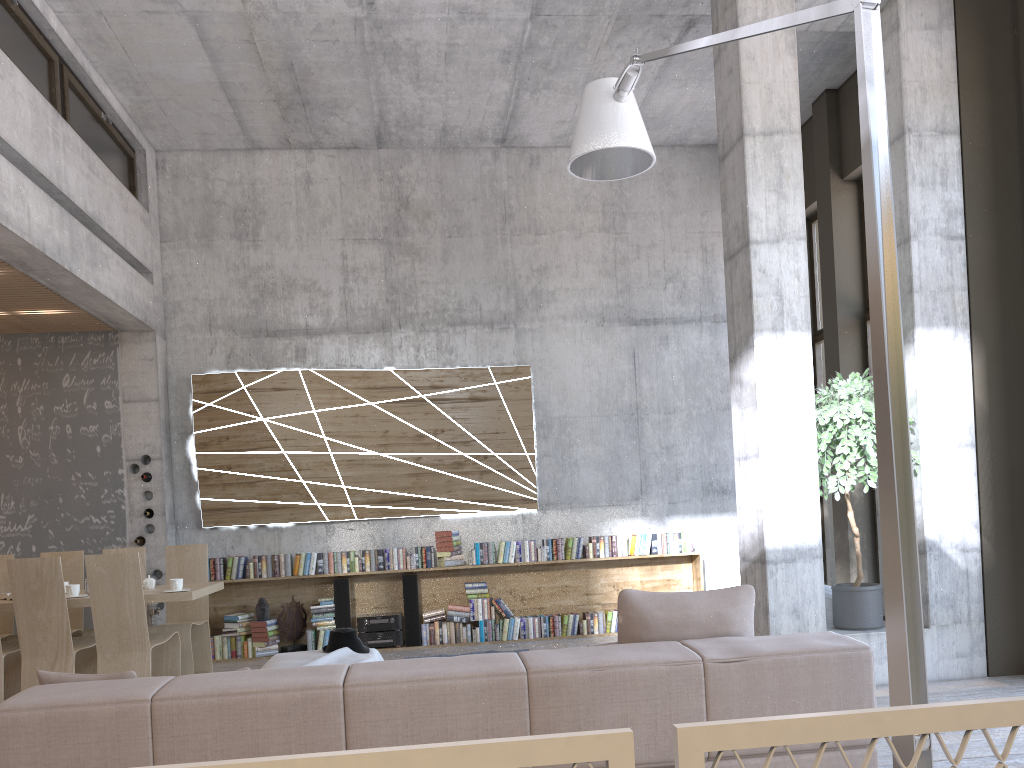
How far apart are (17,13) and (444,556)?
5.7 meters

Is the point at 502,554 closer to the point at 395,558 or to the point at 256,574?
the point at 395,558

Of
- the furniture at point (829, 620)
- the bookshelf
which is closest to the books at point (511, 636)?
the bookshelf

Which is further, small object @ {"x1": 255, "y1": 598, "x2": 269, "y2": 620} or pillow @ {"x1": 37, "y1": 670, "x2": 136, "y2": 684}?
small object @ {"x1": 255, "y1": 598, "x2": 269, "y2": 620}

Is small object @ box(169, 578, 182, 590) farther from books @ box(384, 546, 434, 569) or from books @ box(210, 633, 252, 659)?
books @ box(384, 546, 434, 569)

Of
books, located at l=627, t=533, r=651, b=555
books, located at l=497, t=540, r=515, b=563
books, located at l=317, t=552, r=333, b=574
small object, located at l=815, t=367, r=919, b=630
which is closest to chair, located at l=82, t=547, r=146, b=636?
books, located at l=317, t=552, r=333, b=574

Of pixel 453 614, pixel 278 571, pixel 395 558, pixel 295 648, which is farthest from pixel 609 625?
pixel 278 571

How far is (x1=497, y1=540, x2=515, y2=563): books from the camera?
8.7m

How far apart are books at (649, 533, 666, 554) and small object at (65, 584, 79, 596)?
5.3 meters

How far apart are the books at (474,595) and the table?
2.59m
